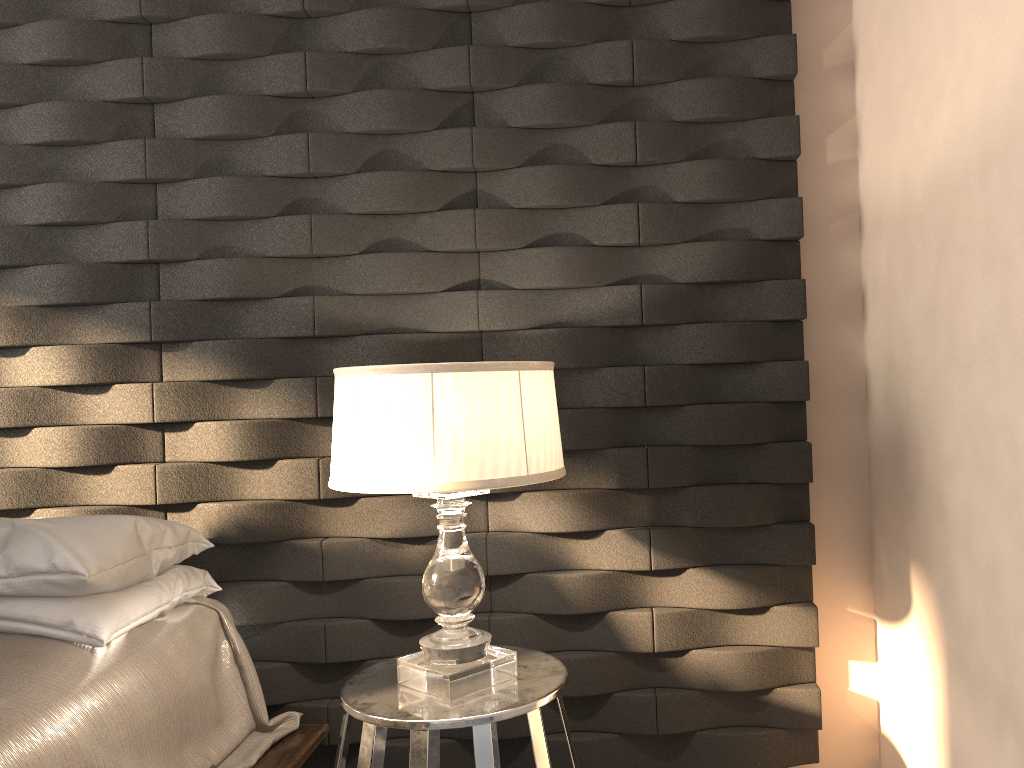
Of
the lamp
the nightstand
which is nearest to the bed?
the nightstand

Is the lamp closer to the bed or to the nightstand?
the nightstand

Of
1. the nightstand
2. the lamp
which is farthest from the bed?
the lamp

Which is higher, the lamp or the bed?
the lamp

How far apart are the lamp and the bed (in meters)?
0.40

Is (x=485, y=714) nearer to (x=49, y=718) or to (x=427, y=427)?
(x=427, y=427)

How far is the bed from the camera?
1.49m

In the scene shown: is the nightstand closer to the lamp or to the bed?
the lamp

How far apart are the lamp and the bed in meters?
0.4 m

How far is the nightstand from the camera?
1.6 meters
